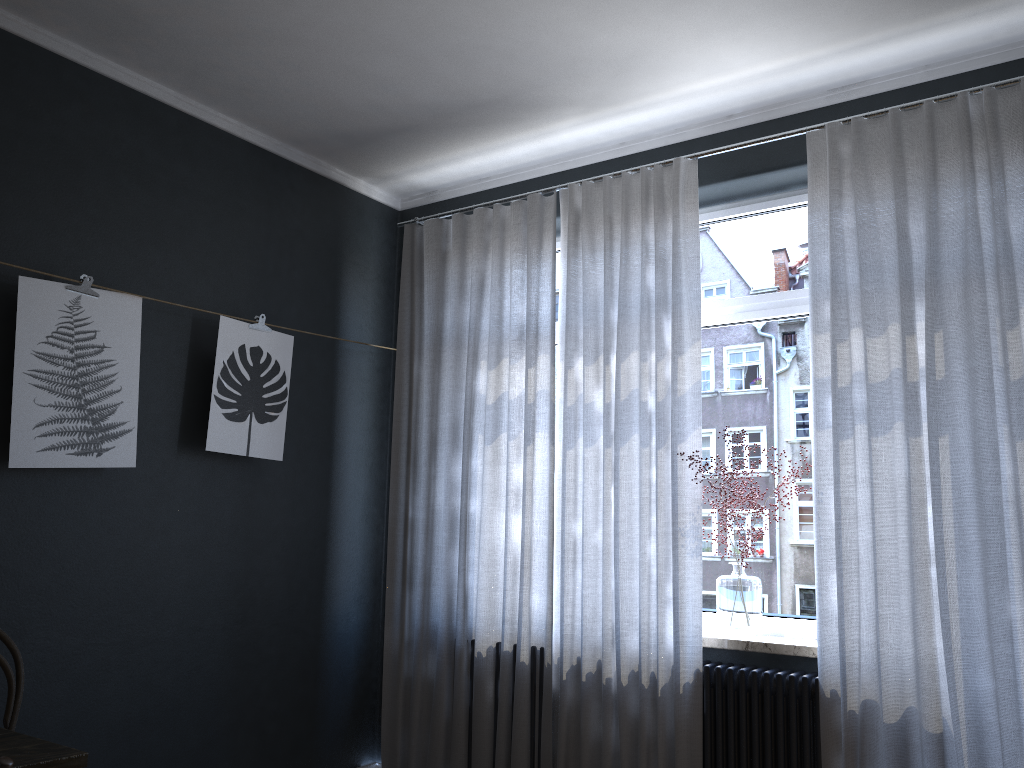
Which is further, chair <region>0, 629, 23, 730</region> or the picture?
the picture

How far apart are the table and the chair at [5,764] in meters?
0.3 m

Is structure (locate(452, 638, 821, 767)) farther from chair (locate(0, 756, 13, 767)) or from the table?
chair (locate(0, 756, 13, 767))

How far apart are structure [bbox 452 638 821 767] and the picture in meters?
2.0

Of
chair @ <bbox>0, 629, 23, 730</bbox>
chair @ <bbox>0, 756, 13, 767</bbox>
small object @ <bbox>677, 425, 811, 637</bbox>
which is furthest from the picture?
small object @ <bbox>677, 425, 811, 637</bbox>

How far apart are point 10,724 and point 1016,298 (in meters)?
3.51

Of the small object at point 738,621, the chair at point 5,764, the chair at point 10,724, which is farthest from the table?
the small object at point 738,621

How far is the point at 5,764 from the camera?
1.6m

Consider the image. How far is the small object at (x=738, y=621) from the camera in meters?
3.4 m

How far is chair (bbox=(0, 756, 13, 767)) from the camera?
1.56m
